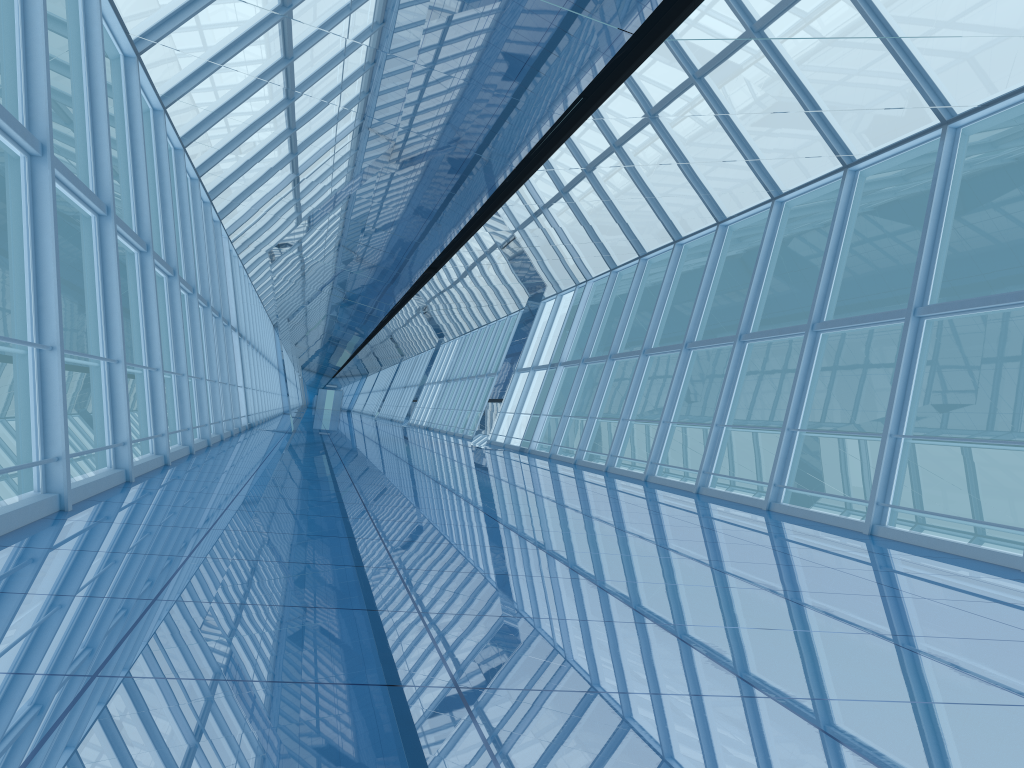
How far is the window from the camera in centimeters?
754cm

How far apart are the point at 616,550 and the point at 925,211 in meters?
42.9

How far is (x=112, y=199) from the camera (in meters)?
7.54

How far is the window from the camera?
7.5 meters
